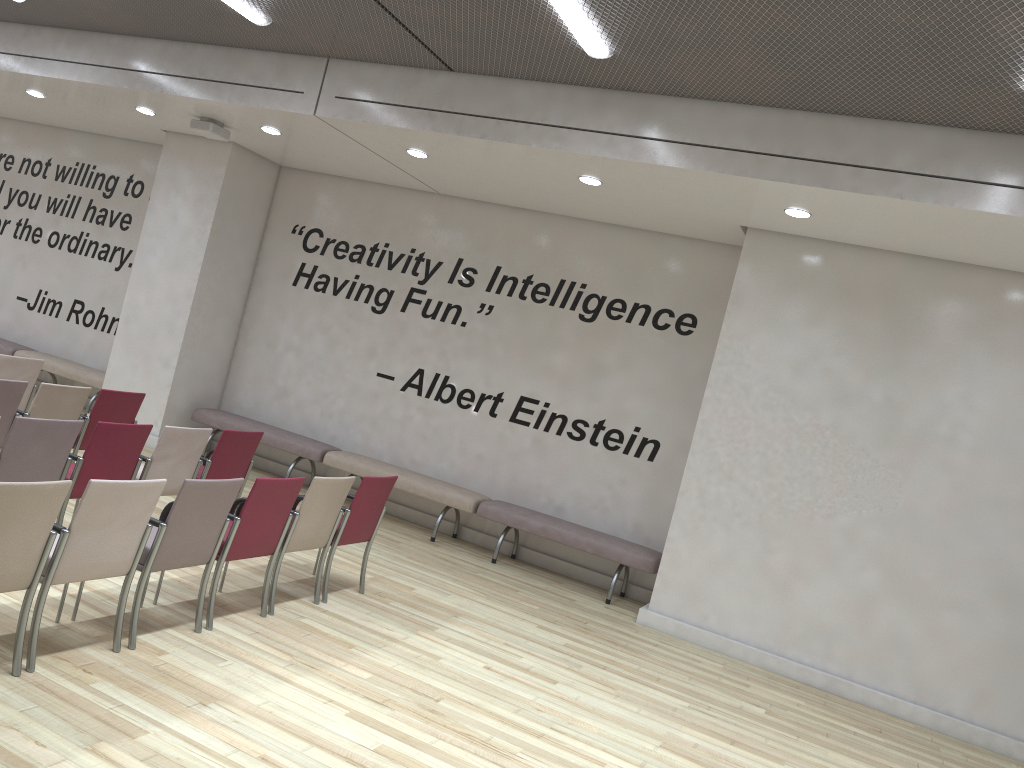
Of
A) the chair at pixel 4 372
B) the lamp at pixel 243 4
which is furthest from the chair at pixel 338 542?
the lamp at pixel 243 4

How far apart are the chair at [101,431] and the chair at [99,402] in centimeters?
122cm

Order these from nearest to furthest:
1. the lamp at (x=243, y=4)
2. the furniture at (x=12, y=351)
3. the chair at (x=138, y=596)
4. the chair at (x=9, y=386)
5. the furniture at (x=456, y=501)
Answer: the chair at (x=138, y=596) < the chair at (x=9, y=386) < the lamp at (x=243, y=4) < the furniture at (x=456, y=501) < the furniture at (x=12, y=351)

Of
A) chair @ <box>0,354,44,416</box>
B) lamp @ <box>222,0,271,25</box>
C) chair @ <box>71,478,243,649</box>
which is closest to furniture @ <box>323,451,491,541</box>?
chair @ <box>0,354,44,416</box>

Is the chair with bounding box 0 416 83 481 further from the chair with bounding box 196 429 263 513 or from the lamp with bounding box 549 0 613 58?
the lamp with bounding box 549 0 613 58

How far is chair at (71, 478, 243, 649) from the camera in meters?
4.4 m

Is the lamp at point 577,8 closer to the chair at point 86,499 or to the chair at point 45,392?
the chair at point 86,499

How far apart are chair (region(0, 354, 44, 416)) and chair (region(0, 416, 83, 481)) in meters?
2.7 m

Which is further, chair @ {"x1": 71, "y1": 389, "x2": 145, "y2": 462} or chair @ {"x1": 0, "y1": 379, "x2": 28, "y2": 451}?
chair @ {"x1": 71, "y1": 389, "x2": 145, "y2": 462}

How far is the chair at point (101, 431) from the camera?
5.4m
